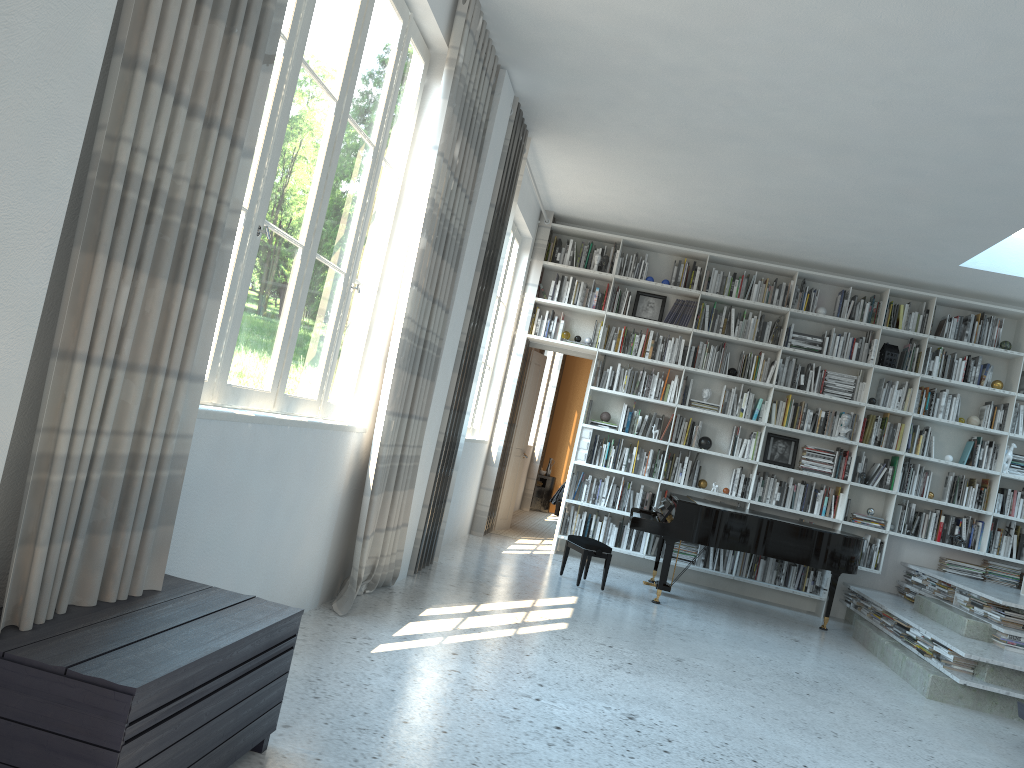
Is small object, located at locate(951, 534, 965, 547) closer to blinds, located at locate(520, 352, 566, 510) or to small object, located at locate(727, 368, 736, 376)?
small object, located at locate(727, 368, 736, 376)

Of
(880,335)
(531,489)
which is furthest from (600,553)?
(531,489)

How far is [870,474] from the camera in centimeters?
826cm

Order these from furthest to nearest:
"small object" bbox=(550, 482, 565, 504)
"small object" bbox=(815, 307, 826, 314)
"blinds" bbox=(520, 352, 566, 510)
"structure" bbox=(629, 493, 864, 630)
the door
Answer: "blinds" bbox=(520, 352, 566, 510), "small object" bbox=(550, 482, 565, 504), the door, "small object" bbox=(815, 307, 826, 314), "structure" bbox=(629, 493, 864, 630)

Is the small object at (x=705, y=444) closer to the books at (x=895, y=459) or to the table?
the books at (x=895, y=459)

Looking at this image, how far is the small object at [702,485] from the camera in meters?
8.5

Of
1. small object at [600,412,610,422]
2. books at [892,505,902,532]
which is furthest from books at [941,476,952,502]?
small object at [600,412,610,422]

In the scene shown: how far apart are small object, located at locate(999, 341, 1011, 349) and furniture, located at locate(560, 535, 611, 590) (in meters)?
4.29

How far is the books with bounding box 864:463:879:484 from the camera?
8.3m

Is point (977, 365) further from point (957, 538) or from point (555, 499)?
point (555, 499)
